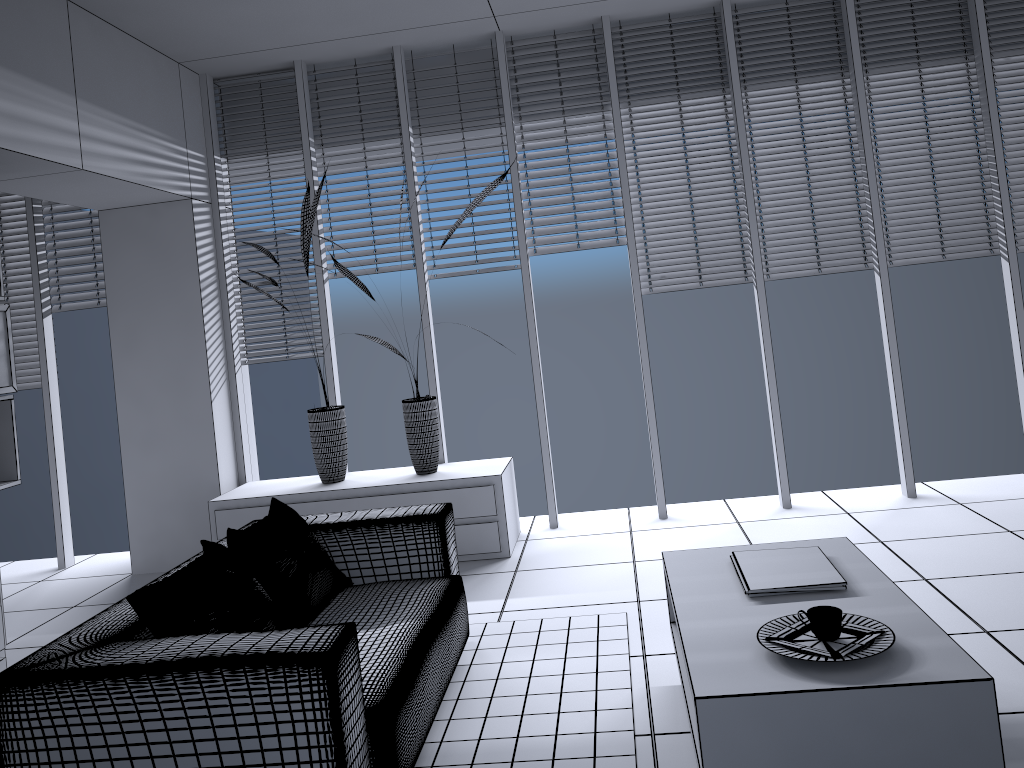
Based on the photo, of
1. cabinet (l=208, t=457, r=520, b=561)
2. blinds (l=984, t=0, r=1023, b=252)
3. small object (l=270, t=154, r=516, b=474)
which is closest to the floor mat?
A: cabinet (l=208, t=457, r=520, b=561)

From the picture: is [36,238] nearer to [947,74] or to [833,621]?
[833,621]

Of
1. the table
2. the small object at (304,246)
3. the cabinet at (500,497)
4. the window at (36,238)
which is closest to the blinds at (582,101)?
the small object at (304,246)

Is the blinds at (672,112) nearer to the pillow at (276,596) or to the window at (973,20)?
the window at (973,20)

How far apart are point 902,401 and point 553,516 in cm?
217

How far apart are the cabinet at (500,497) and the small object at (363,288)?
0.0 meters

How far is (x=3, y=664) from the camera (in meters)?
3.47

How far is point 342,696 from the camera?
2.2 meters

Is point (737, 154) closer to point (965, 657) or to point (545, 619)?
point (545, 619)

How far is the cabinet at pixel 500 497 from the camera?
4.88m
